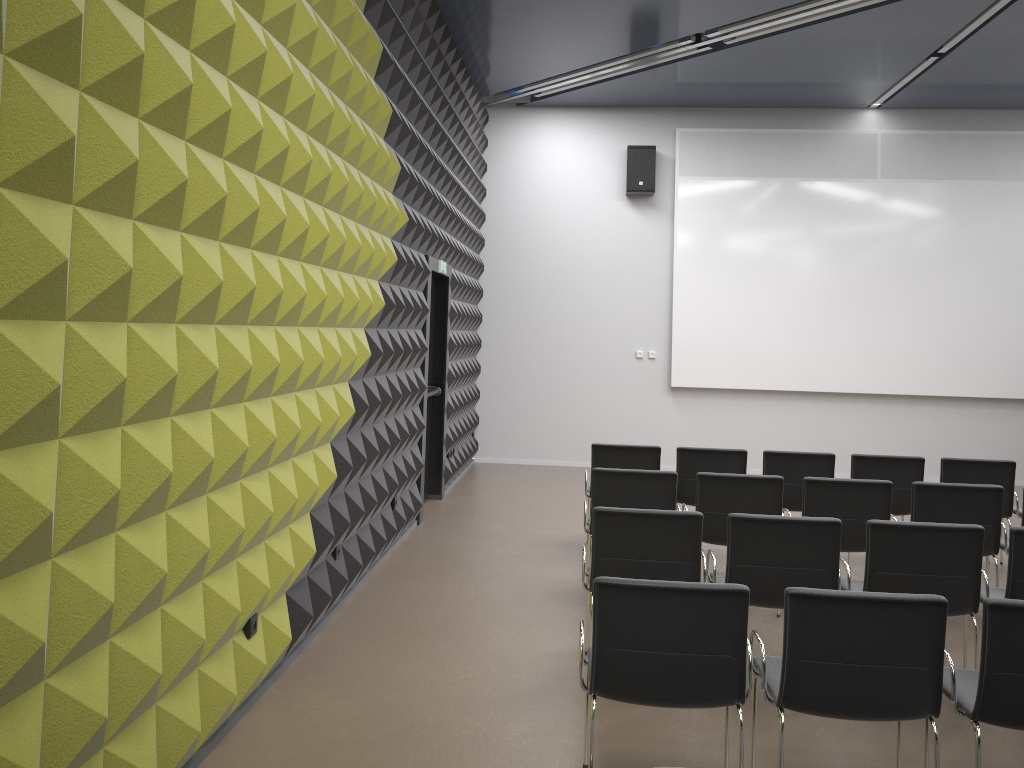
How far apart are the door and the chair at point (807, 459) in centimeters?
306cm

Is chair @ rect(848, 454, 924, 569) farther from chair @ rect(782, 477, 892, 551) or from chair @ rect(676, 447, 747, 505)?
chair @ rect(782, 477, 892, 551)

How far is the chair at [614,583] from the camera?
3.2m

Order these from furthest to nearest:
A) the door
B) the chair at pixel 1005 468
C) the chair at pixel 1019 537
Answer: the door
the chair at pixel 1005 468
the chair at pixel 1019 537

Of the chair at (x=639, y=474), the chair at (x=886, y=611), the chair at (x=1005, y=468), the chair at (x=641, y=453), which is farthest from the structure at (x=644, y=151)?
the chair at (x=886, y=611)

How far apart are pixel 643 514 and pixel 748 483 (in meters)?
1.51

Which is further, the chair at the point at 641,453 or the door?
the door

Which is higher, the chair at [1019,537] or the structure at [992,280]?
the structure at [992,280]

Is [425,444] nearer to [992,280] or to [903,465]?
[903,465]

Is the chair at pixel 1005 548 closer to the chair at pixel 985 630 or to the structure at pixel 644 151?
the chair at pixel 985 630
